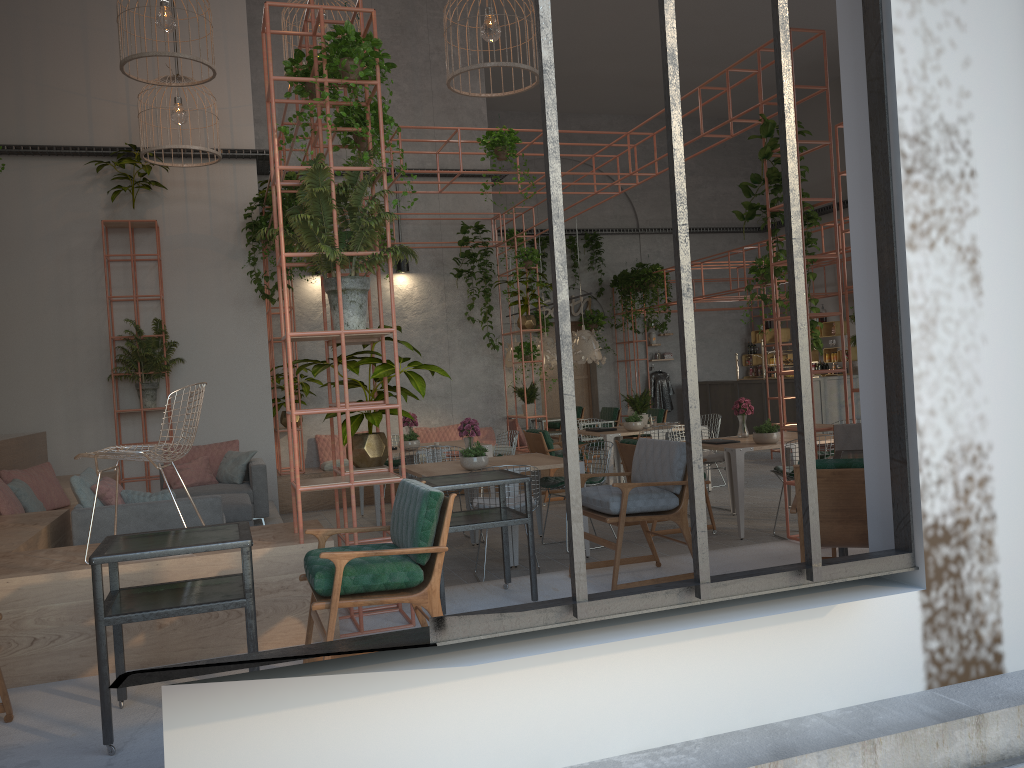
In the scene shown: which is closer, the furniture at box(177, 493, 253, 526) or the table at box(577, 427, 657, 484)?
Answer: the furniture at box(177, 493, 253, 526)

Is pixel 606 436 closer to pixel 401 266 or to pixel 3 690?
pixel 401 266

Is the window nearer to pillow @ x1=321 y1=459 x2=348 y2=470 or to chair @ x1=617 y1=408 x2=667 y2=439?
pillow @ x1=321 y1=459 x2=348 y2=470

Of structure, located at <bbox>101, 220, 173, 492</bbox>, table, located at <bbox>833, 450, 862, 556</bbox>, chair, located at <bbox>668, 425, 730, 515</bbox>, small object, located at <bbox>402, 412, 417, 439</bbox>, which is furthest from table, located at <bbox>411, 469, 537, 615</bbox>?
structure, located at <bbox>101, 220, 173, 492</bbox>

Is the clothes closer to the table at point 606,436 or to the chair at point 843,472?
the table at point 606,436

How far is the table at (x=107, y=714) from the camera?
3.54m

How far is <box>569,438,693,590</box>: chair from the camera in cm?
550

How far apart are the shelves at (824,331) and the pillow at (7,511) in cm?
1487

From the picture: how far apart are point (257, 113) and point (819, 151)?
12.1 meters

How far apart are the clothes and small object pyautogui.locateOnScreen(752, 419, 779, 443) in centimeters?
1133cm
